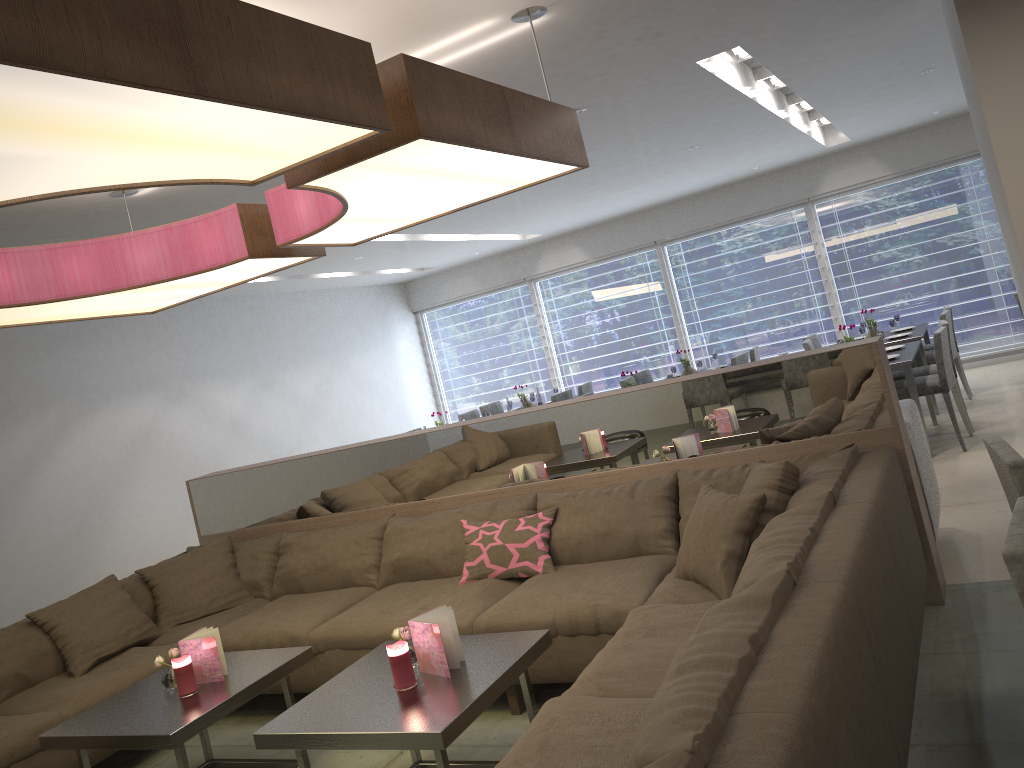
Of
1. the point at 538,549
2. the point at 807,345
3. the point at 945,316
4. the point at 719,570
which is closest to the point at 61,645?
the point at 538,549

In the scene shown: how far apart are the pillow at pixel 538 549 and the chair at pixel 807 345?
4.5m

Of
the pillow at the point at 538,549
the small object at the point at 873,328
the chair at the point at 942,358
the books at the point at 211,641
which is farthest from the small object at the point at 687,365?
the books at the point at 211,641

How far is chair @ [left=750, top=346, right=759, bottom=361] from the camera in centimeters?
823cm

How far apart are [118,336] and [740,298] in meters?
6.5

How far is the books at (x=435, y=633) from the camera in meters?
2.7 m

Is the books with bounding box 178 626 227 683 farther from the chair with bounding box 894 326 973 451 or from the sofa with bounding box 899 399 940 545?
the chair with bounding box 894 326 973 451

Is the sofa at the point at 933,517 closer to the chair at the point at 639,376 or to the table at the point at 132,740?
the table at the point at 132,740

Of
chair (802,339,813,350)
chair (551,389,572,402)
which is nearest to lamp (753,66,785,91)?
chair (802,339,813,350)

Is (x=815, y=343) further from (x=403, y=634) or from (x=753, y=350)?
(x=403, y=634)
